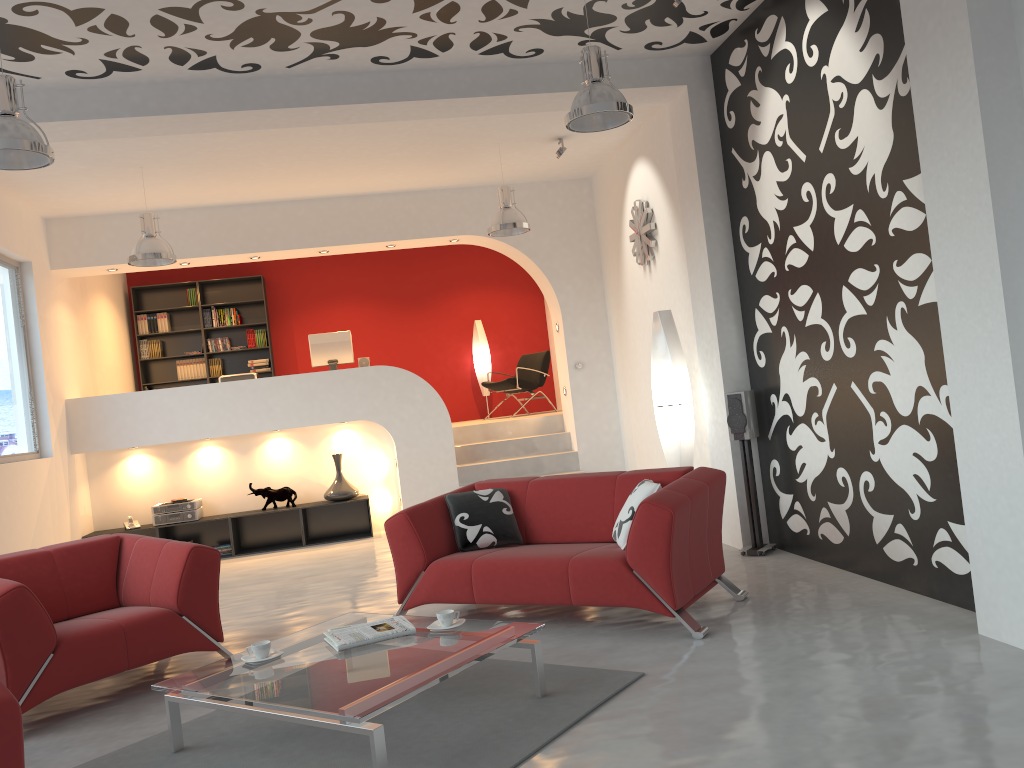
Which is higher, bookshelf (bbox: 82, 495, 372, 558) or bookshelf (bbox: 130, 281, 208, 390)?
bookshelf (bbox: 130, 281, 208, 390)

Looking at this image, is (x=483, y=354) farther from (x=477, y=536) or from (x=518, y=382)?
(x=477, y=536)

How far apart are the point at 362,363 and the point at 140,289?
3.75m

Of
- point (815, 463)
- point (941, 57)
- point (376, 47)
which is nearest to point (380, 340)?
point (376, 47)

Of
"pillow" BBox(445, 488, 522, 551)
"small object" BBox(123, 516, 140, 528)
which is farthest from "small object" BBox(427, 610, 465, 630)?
"small object" BBox(123, 516, 140, 528)

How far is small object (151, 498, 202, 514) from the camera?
8.75m

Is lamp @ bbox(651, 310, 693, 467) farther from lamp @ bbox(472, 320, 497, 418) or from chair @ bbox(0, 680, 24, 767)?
lamp @ bbox(472, 320, 497, 418)

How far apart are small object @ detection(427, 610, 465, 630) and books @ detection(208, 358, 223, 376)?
8.5m

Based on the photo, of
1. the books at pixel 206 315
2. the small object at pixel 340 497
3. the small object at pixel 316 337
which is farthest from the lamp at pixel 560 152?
the books at pixel 206 315

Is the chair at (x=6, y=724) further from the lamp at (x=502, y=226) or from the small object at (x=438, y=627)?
the lamp at (x=502, y=226)
